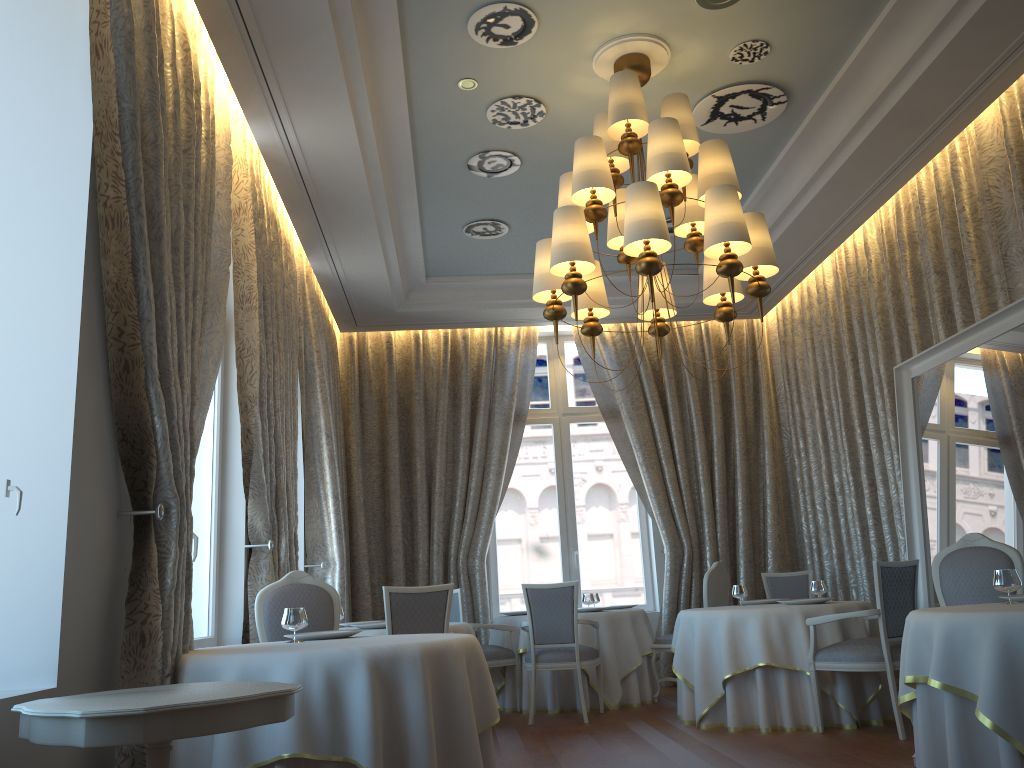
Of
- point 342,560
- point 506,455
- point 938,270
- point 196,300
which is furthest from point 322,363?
point 938,270

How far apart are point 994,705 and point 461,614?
5.01m

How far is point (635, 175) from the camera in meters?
7.3 m

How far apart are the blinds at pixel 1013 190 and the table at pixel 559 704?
4.2 meters

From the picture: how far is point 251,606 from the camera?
6.0 meters

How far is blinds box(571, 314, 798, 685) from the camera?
9.7m

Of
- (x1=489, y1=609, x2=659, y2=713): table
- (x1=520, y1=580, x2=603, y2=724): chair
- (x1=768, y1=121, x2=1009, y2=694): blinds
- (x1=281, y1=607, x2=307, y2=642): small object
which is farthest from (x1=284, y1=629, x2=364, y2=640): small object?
(x1=768, y1=121, x2=1009, y2=694): blinds

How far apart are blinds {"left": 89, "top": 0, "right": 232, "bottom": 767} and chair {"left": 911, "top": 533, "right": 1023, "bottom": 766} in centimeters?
422cm

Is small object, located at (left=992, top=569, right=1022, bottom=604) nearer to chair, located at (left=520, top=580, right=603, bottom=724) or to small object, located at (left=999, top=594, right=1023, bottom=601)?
small object, located at (left=999, top=594, right=1023, bottom=601)

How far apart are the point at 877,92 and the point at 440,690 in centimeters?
477cm
